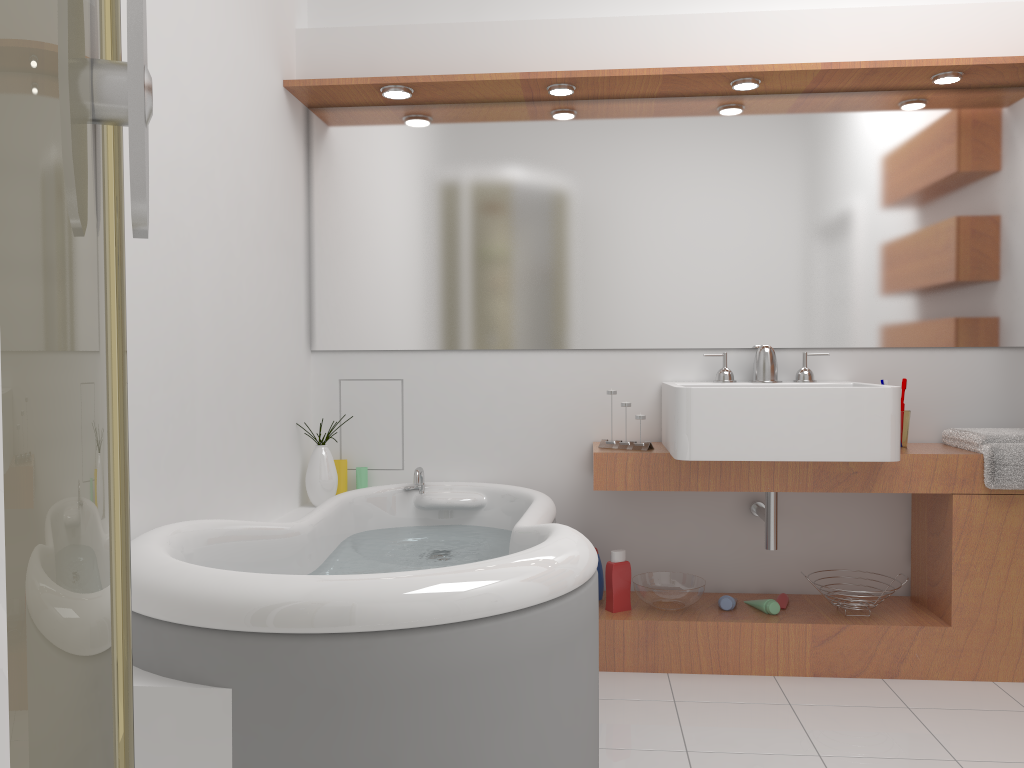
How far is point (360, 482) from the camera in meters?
3.2 m

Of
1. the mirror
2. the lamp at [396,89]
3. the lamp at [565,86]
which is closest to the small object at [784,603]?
the mirror

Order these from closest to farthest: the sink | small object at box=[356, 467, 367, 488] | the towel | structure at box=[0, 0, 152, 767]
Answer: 1. structure at box=[0, 0, 152, 767]
2. the sink
3. the towel
4. small object at box=[356, 467, 367, 488]

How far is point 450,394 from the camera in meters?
3.2

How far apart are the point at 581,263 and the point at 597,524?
0.9m

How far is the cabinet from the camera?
2.74m

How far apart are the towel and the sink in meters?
0.4 m

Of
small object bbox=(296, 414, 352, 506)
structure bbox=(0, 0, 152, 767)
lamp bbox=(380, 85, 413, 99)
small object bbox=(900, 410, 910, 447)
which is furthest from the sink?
structure bbox=(0, 0, 152, 767)

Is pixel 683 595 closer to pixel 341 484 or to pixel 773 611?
pixel 773 611

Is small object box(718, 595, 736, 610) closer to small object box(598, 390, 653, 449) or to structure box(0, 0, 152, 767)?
small object box(598, 390, 653, 449)
